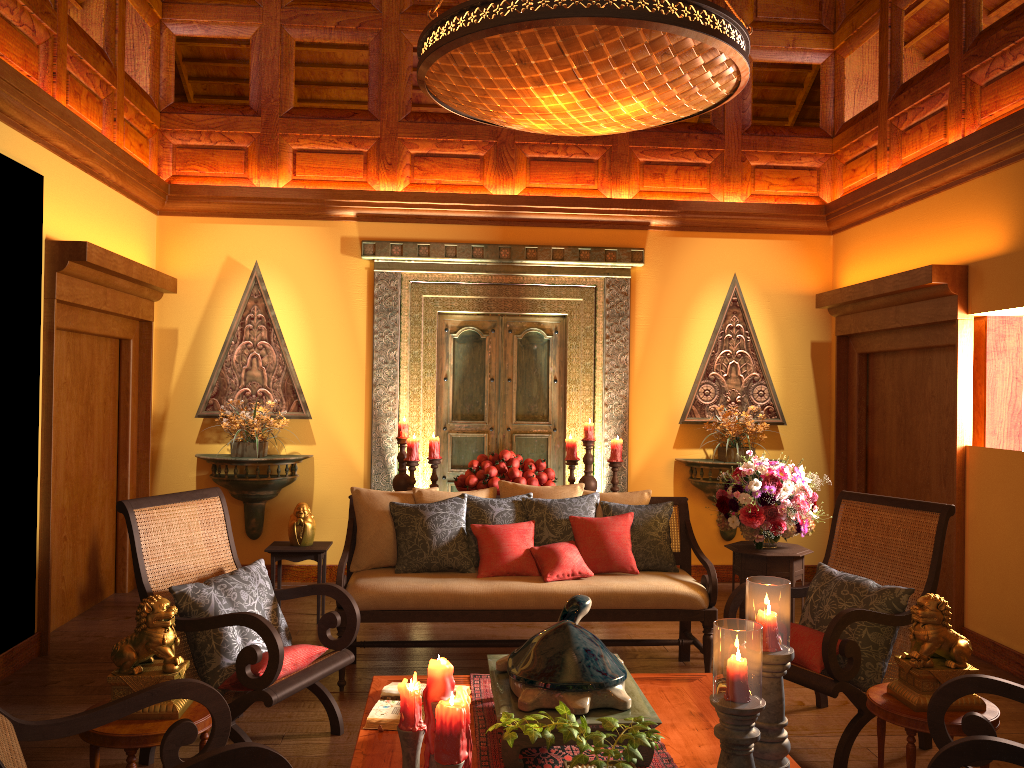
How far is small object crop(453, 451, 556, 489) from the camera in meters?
A: 5.5 m

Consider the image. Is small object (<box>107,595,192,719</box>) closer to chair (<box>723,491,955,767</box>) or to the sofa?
the sofa

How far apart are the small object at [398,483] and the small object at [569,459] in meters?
1.1 m

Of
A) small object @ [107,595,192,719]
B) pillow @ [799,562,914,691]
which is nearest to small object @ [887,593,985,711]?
pillow @ [799,562,914,691]

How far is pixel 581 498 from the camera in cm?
458

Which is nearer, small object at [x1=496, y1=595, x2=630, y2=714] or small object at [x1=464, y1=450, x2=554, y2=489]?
small object at [x1=496, y1=595, x2=630, y2=714]

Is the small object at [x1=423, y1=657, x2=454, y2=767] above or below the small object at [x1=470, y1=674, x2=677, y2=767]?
above

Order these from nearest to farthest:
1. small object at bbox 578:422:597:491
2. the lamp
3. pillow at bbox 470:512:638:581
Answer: the lamp < pillow at bbox 470:512:638:581 < small object at bbox 578:422:597:491

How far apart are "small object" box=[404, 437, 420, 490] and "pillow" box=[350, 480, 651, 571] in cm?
118

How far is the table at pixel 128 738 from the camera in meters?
2.7
